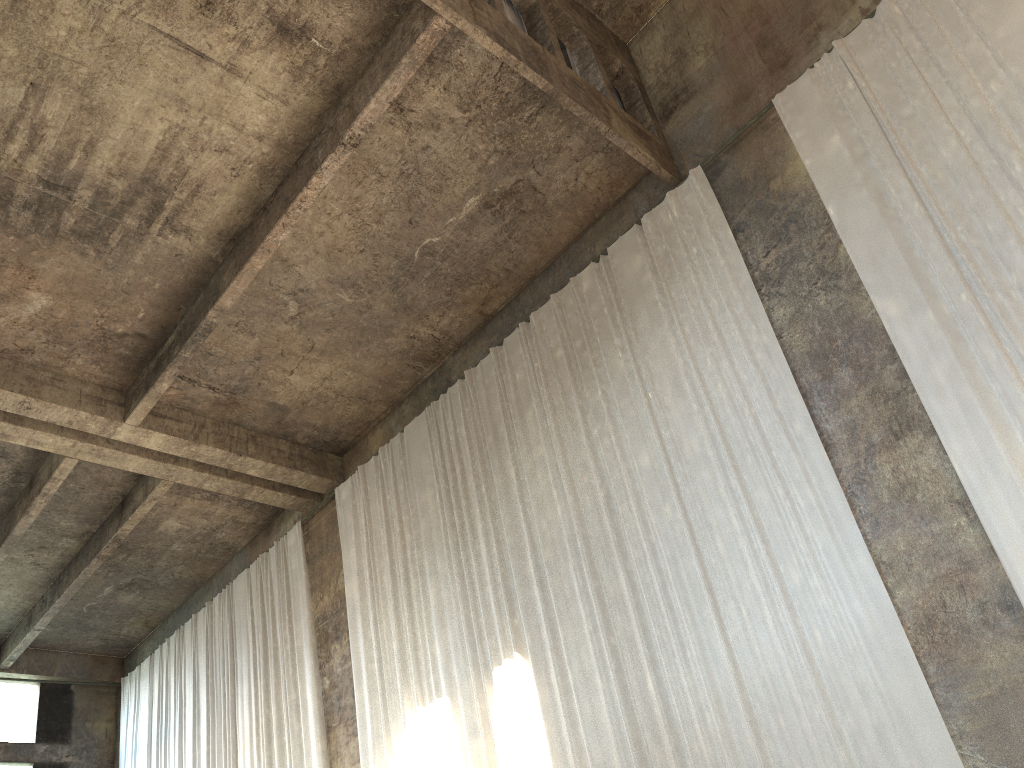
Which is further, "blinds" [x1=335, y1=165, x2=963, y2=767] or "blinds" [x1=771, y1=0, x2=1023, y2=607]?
"blinds" [x1=335, y1=165, x2=963, y2=767]

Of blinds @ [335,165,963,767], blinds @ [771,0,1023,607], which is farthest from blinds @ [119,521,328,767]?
blinds @ [771,0,1023,607]

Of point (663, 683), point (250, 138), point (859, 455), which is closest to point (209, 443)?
point (250, 138)

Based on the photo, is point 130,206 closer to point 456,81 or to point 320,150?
point 320,150

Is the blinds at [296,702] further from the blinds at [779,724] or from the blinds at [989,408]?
the blinds at [989,408]

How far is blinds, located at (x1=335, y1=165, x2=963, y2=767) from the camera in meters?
7.5 m

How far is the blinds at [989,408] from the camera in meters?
7.1

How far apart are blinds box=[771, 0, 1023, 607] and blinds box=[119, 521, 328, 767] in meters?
9.5

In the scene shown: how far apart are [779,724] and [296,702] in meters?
8.4

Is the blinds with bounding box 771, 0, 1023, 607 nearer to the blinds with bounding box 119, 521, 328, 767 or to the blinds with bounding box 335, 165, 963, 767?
the blinds with bounding box 335, 165, 963, 767
